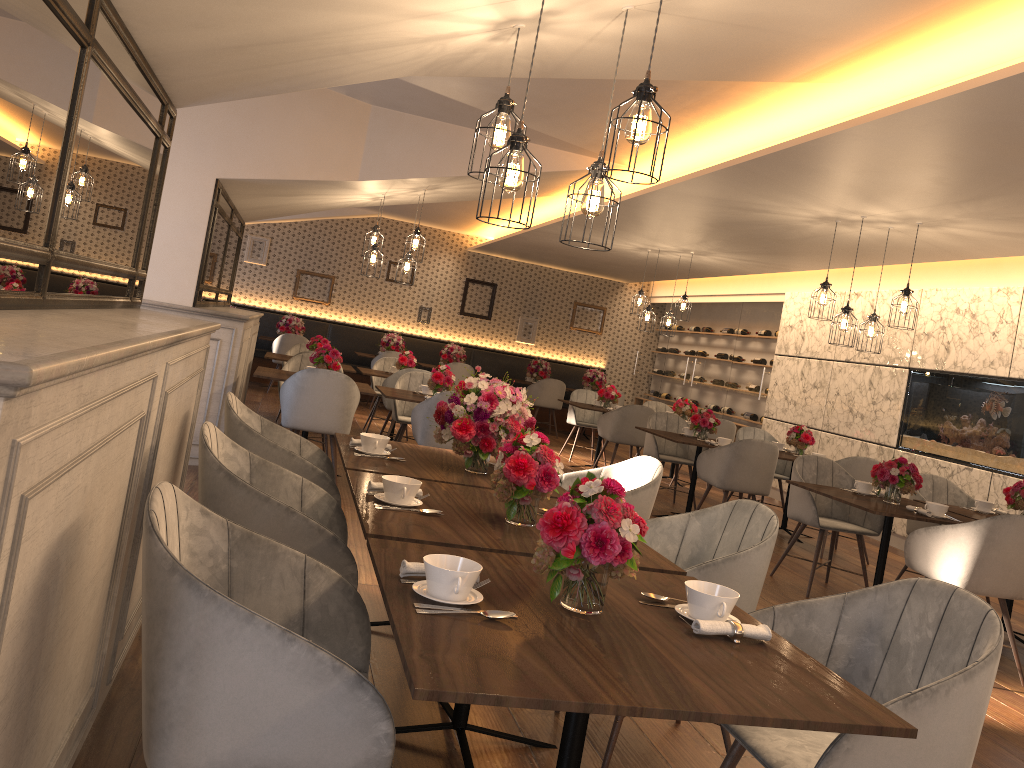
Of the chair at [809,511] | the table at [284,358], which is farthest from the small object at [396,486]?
the table at [284,358]

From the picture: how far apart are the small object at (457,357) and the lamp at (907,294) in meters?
7.9 m

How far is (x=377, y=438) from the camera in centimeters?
355cm

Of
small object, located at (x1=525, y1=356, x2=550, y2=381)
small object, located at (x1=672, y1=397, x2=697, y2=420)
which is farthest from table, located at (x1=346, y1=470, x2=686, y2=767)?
small object, located at (x1=525, y1=356, x2=550, y2=381)

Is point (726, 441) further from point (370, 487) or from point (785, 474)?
point (370, 487)

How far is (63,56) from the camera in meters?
2.2

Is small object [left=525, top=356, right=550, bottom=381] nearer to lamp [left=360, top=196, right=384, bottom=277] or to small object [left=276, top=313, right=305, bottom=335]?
small object [left=276, top=313, right=305, bottom=335]

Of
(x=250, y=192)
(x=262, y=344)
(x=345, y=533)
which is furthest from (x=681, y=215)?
(x=262, y=344)

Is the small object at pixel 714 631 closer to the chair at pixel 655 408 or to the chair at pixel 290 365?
the chair at pixel 290 365

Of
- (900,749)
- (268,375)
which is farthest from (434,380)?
(900,749)
